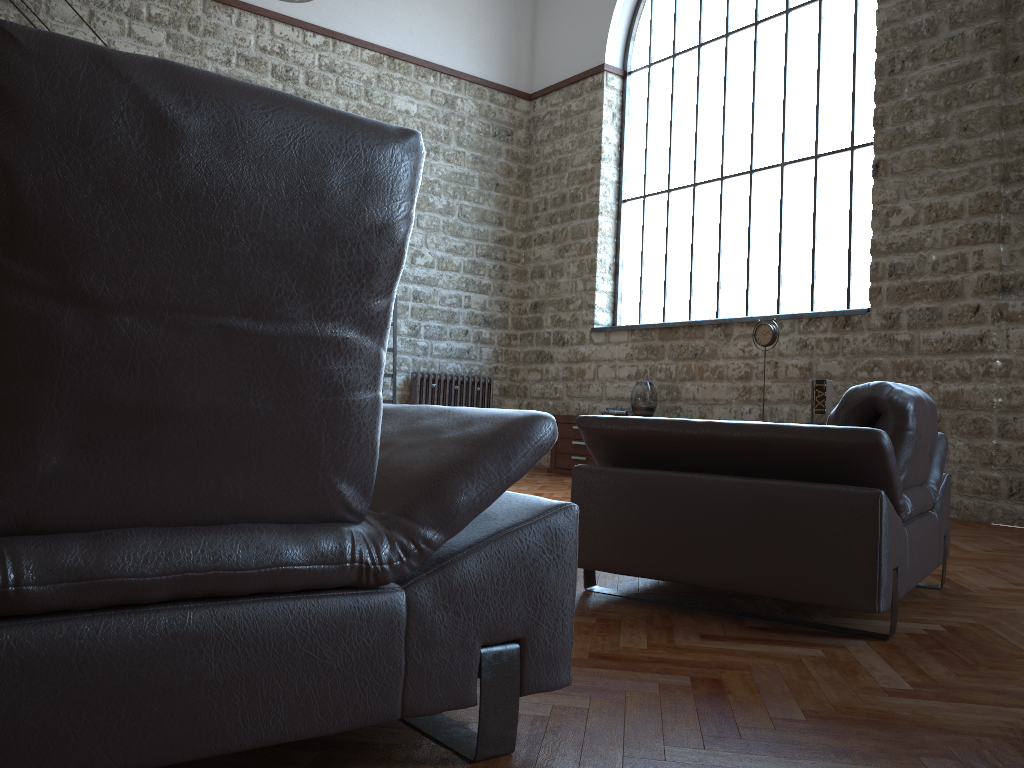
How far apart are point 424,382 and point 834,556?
7.1m

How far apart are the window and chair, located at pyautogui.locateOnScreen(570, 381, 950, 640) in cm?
396

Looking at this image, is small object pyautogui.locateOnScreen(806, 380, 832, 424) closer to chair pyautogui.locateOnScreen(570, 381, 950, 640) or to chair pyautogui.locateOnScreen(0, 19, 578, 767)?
chair pyautogui.locateOnScreen(570, 381, 950, 640)

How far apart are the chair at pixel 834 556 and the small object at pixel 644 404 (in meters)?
4.61

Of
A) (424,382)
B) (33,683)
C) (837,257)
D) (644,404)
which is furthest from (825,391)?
(33,683)

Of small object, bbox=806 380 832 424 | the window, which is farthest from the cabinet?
small object, bbox=806 380 832 424

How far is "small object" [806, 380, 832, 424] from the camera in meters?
6.7

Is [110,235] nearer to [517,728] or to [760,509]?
[517,728]

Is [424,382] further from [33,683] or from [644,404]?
[33,683]

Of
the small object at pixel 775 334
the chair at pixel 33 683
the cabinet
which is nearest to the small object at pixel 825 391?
the small object at pixel 775 334
